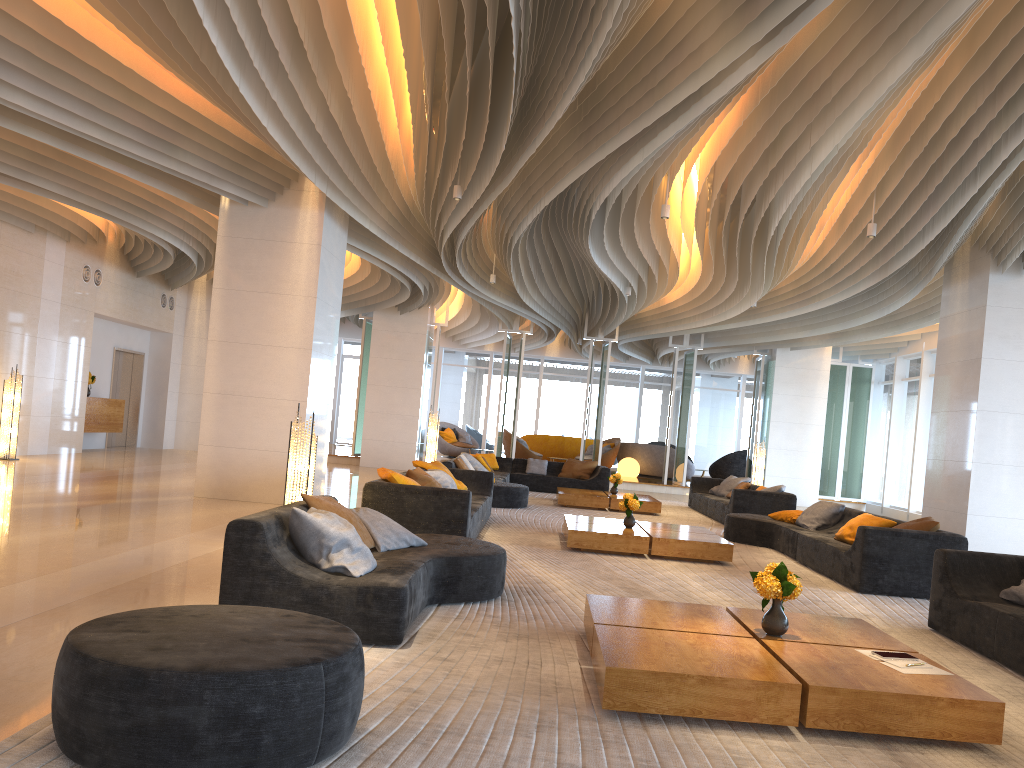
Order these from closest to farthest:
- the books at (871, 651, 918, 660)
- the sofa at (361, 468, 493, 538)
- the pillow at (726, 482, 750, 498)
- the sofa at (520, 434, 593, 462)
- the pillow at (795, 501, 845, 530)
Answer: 1. the books at (871, 651, 918, 660)
2. the sofa at (361, 468, 493, 538)
3. the pillow at (795, 501, 845, 530)
4. the pillow at (726, 482, 750, 498)
5. the sofa at (520, 434, 593, 462)

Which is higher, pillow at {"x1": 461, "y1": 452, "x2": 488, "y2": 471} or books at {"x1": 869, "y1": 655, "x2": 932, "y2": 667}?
pillow at {"x1": 461, "y1": 452, "x2": 488, "y2": 471}

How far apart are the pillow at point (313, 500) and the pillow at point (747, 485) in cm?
1034

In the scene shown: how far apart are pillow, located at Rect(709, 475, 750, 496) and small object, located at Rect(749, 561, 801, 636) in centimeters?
1116cm

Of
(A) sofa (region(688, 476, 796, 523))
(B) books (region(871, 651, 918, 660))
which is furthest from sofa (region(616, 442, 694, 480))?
(B) books (region(871, 651, 918, 660))

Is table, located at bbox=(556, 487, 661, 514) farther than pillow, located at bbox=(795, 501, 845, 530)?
Yes

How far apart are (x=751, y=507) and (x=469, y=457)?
4.9 meters

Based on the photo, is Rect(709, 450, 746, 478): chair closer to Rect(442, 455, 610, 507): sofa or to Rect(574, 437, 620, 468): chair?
Rect(574, 437, 620, 468): chair

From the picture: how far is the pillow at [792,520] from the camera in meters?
10.7 m

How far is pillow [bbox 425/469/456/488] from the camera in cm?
953
